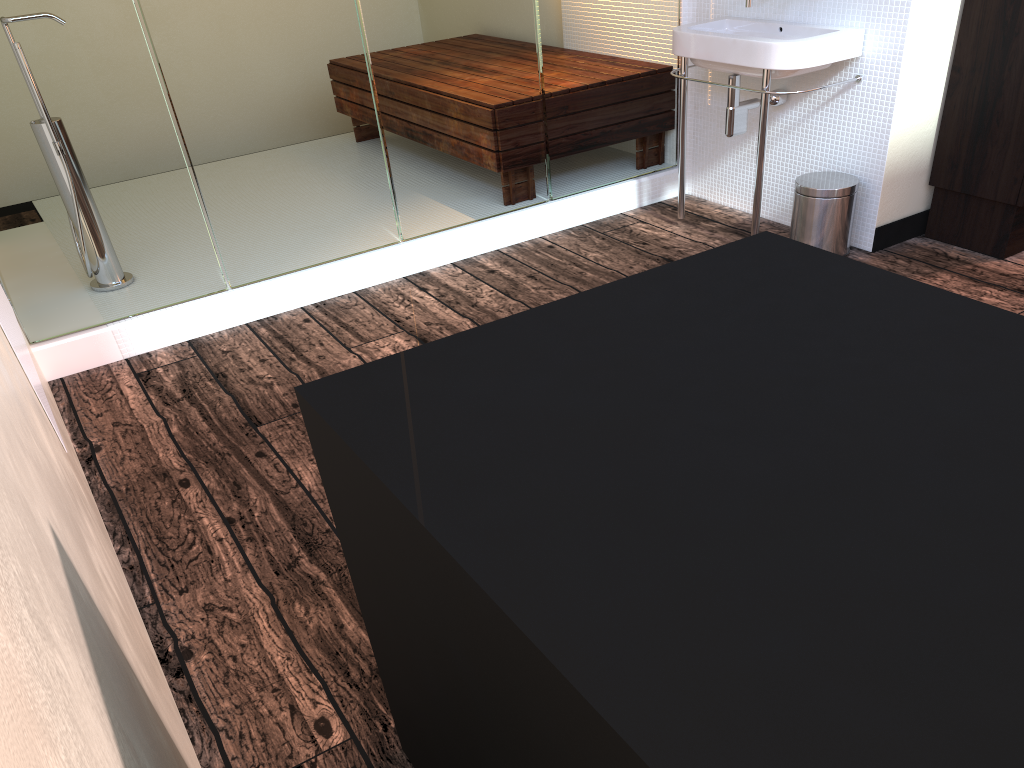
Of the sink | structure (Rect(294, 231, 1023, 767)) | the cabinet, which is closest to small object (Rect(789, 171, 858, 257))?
the sink

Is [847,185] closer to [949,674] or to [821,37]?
[821,37]

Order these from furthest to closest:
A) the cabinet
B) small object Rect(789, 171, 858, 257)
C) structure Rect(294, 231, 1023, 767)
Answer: small object Rect(789, 171, 858, 257) < the cabinet < structure Rect(294, 231, 1023, 767)

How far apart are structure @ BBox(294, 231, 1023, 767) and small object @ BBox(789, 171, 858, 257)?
1.9 meters

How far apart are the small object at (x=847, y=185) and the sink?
0.1 meters

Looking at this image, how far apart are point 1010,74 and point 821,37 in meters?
0.6

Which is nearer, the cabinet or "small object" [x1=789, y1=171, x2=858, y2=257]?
the cabinet

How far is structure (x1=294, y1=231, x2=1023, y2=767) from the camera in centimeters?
64cm

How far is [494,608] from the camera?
0.8m

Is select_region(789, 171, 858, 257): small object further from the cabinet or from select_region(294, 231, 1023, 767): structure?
select_region(294, 231, 1023, 767): structure
